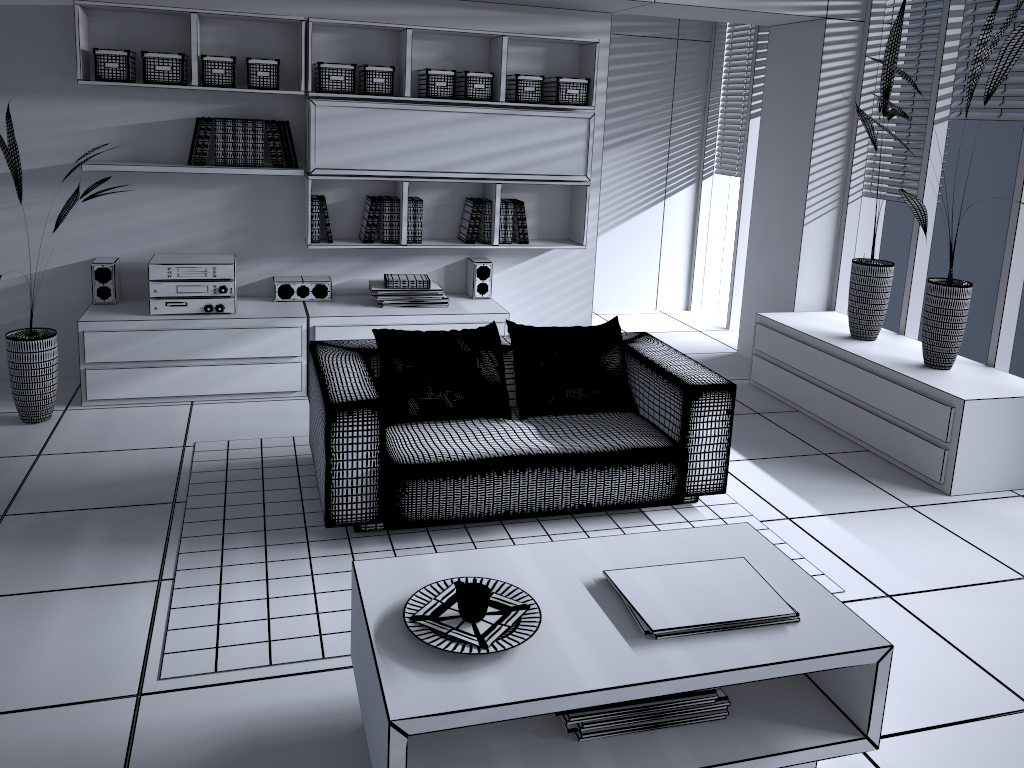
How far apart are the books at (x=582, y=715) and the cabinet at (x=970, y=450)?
2.30m

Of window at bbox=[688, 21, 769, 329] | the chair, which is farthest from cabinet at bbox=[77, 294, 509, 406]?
window at bbox=[688, 21, 769, 329]

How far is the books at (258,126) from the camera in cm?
470

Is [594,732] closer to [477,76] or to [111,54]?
[477,76]

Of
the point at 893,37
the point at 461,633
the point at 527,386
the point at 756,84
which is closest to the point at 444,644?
the point at 461,633

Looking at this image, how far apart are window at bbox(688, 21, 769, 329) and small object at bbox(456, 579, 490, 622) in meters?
5.1 m

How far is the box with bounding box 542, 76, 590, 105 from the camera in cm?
504

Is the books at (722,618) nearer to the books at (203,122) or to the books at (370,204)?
the books at (370,204)

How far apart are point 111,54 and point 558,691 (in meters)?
3.93

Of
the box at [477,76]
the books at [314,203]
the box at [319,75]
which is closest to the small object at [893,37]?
the box at [477,76]
